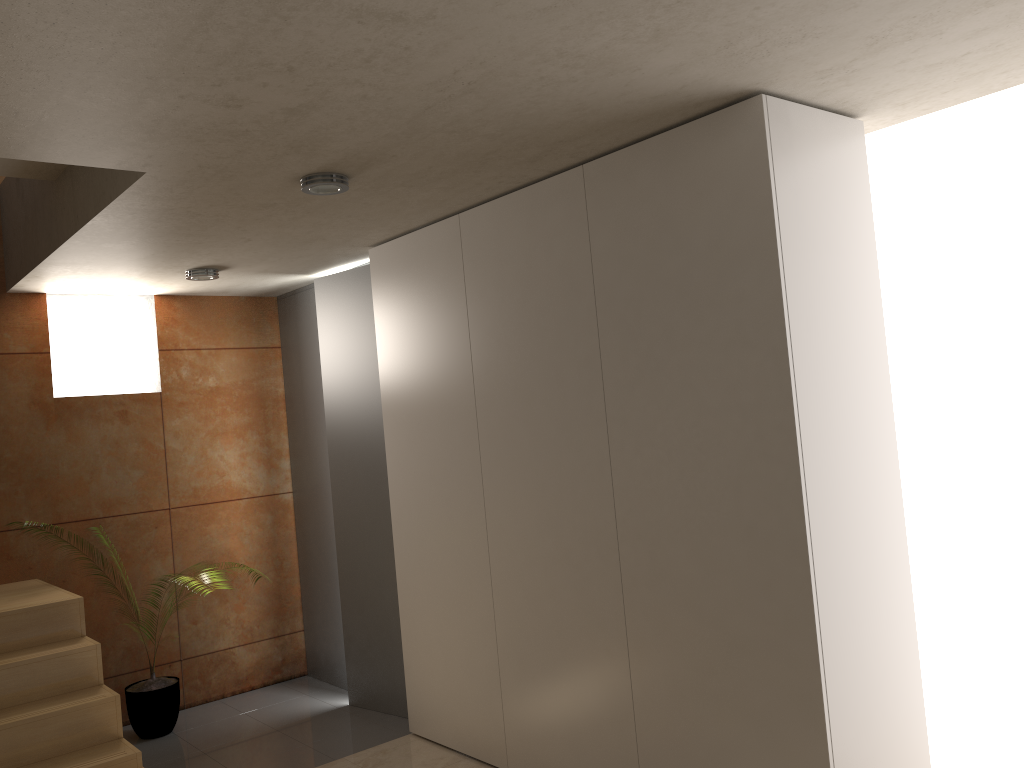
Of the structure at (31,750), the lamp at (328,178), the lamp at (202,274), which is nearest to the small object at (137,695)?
the structure at (31,750)

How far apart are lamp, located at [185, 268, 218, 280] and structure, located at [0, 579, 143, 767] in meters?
1.7

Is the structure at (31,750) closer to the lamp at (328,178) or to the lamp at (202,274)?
the lamp at (202,274)

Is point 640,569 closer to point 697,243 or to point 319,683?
point 697,243

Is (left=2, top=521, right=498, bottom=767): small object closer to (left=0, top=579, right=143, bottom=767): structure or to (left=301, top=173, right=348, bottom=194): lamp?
(left=0, top=579, right=143, bottom=767): structure

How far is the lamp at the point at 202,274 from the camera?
4.75m

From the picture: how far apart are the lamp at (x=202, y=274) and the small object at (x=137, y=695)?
2.2 meters

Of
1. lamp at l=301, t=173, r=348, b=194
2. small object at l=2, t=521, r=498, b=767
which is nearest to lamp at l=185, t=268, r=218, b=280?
lamp at l=301, t=173, r=348, b=194

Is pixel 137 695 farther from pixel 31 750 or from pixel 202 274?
pixel 202 274

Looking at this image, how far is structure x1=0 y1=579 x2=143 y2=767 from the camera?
3.5 meters
